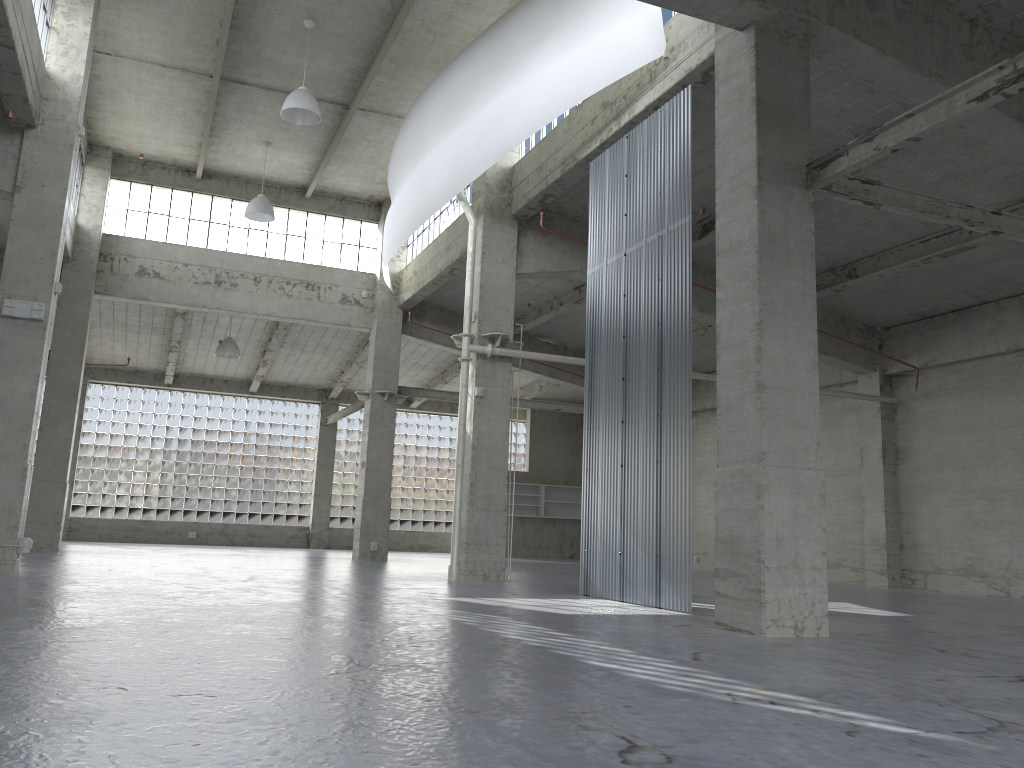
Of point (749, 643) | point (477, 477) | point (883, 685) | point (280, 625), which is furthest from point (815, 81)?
point (280, 625)

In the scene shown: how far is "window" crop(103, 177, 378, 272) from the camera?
35.35m

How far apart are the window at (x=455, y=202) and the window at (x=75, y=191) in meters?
12.9 m

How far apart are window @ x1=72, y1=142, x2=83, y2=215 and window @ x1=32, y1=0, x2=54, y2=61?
11.6 meters

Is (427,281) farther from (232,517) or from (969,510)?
(232,517)

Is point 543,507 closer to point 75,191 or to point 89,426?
point 89,426

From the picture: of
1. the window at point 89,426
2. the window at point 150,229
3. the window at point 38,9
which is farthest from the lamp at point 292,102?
the window at point 89,426

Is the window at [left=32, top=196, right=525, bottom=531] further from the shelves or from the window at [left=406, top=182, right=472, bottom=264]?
the window at [left=406, top=182, right=472, bottom=264]

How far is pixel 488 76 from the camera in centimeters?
2333cm

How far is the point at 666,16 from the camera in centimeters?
1952cm
